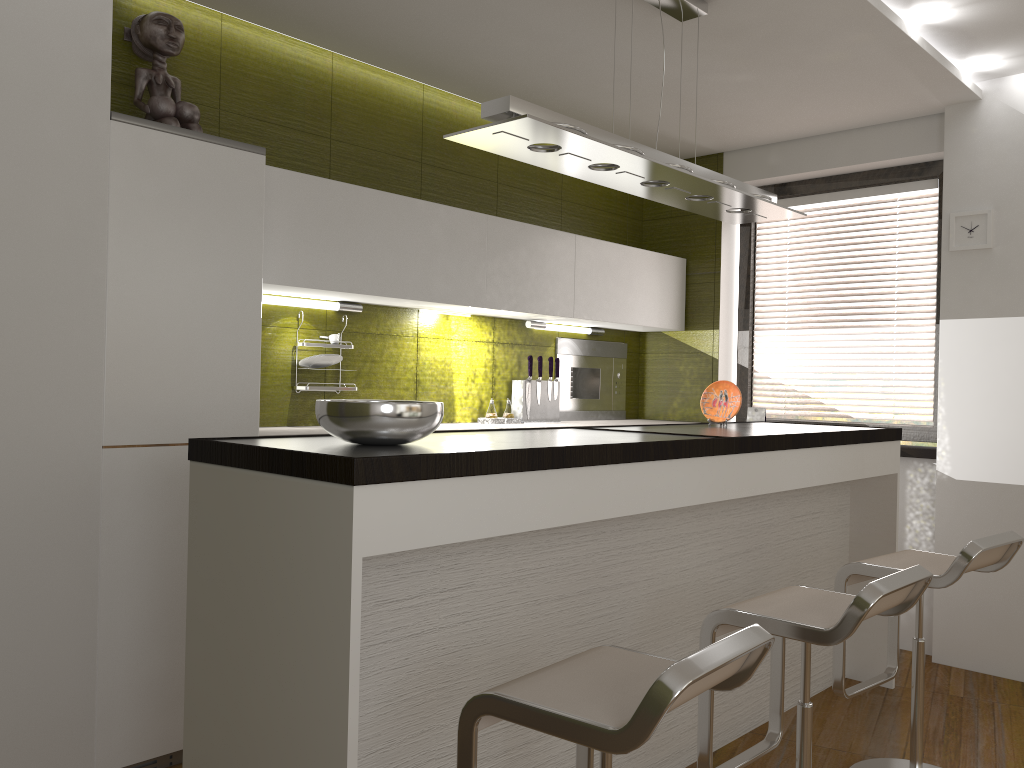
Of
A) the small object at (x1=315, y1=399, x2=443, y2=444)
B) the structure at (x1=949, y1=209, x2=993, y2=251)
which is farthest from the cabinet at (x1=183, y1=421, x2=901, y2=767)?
the structure at (x1=949, y1=209, x2=993, y2=251)

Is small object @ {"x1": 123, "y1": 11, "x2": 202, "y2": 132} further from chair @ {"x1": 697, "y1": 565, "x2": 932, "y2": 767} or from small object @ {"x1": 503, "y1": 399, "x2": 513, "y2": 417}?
Result: chair @ {"x1": 697, "y1": 565, "x2": 932, "y2": 767}

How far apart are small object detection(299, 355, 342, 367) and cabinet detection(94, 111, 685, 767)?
0.3m

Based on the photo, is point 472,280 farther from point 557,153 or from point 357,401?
point 357,401

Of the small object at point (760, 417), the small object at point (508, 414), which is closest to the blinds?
the small object at point (760, 417)

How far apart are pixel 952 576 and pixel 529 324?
2.5 meters

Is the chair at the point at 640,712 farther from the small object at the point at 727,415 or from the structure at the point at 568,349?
the structure at the point at 568,349

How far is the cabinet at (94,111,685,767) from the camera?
2.73m

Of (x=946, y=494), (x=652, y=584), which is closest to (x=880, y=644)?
(x=946, y=494)

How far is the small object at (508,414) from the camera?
4.5m
